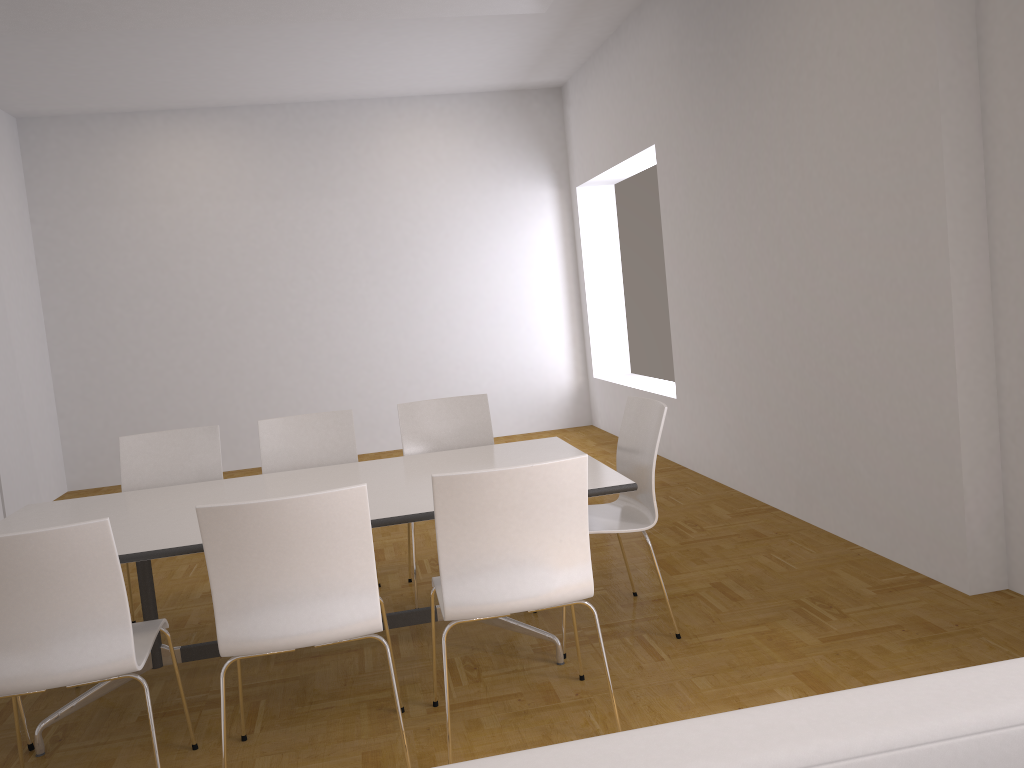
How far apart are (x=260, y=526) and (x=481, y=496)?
0.6 meters

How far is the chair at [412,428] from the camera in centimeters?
457cm

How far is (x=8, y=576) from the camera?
2.4 meters

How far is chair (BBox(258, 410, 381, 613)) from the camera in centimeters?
445cm

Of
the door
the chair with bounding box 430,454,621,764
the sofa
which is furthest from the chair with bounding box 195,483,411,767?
the door

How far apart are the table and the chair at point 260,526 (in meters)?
0.29

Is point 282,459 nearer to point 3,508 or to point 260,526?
point 260,526

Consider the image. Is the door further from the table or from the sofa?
the sofa

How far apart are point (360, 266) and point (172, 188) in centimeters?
189cm

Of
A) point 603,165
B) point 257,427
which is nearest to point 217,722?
point 257,427
